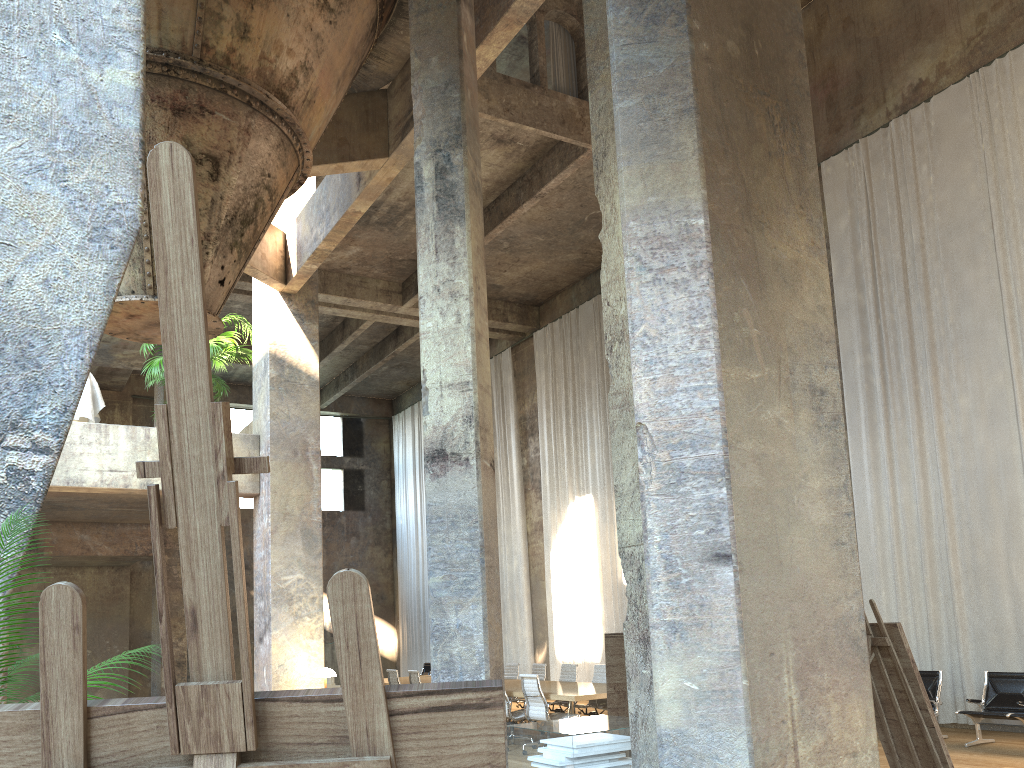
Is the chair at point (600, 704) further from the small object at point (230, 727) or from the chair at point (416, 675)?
the small object at point (230, 727)

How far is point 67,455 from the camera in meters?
9.3 m

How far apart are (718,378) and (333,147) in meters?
5.7

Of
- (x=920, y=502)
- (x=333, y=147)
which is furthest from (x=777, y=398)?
(x=920, y=502)

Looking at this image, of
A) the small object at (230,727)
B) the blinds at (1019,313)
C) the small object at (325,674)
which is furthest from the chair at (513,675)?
the small object at (230,727)

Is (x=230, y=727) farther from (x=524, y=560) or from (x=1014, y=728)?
(x=524, y=560)

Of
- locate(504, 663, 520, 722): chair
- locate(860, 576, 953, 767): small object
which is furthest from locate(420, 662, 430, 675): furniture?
locate(860, 576, 953, 767): small object

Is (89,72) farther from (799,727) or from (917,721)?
(917,721)

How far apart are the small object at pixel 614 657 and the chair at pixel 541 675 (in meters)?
8.02

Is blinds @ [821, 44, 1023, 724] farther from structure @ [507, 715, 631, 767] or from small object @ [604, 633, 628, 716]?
small object @ [604, 633, 628, 716]
